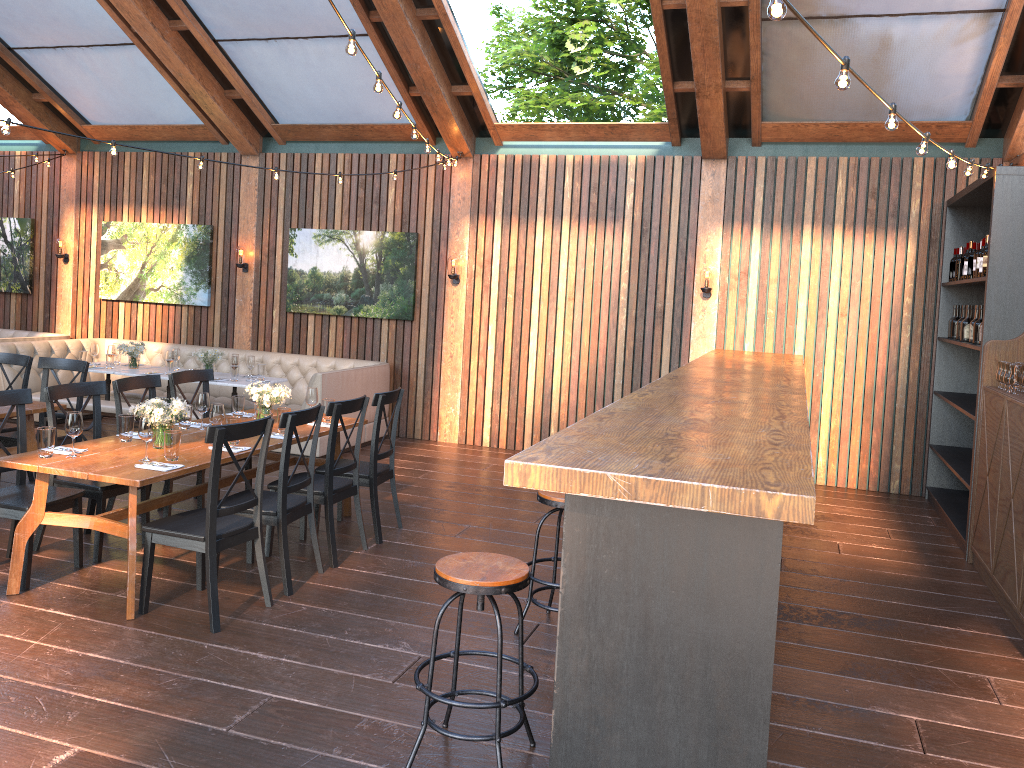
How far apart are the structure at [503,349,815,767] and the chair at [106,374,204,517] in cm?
328

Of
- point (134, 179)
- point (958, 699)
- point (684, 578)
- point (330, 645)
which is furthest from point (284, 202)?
point (684, 578)

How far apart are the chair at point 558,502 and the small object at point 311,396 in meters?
2.4

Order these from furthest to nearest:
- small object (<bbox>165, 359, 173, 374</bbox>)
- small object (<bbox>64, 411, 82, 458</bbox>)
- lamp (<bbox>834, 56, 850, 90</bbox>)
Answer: small object (<bbox>165, 359, 173, 374</bbox>) < small object (<bbox>64, 411, 82, 458</bbox>) < lamp (<bbox>834, 56, 850, 90</bbox>)

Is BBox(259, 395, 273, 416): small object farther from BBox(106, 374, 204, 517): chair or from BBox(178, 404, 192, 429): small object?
BBox(106, 374, 204, 517): chair

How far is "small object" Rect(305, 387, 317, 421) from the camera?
6.4 meters

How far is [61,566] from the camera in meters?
5.3

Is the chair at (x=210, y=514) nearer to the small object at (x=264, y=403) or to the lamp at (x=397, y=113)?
the small object at (x=264, y=403)

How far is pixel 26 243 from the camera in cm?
1161

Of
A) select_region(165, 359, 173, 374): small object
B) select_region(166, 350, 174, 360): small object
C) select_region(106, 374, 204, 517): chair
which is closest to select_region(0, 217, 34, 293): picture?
select_region(166, 350, 174, 360): small object
